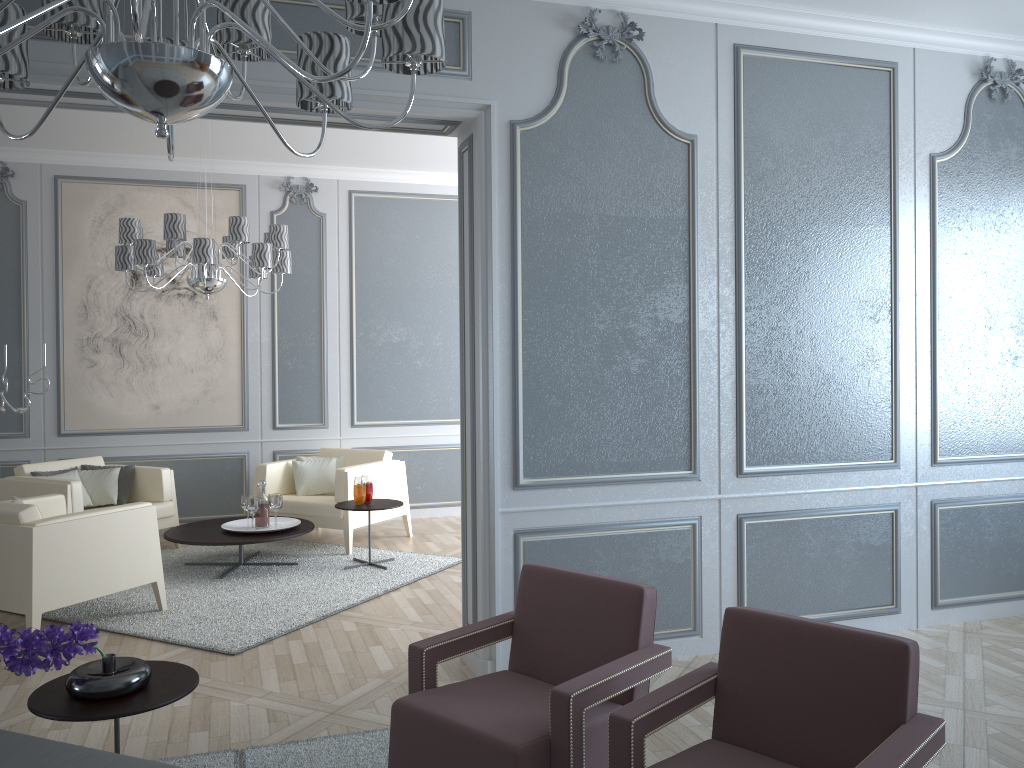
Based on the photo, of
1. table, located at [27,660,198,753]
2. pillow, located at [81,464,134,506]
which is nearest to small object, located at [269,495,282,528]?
pillow, located at [81,464,134,506]

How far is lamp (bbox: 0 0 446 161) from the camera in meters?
1.4

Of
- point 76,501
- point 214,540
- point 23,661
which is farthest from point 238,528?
point 23,661

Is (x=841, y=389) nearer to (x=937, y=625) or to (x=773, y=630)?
(x=937, y=625)

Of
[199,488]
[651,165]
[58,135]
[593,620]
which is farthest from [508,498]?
[58,135]

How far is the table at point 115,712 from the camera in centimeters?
218cm

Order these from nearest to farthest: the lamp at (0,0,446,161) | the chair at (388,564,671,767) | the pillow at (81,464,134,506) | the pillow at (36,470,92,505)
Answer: the lamp at (0,0,446,161) → the chair at (388,564,671,767) → the pillow at (36,470,92,505) → the pillow at (81,464,134,506)

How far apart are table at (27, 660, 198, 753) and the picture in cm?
425

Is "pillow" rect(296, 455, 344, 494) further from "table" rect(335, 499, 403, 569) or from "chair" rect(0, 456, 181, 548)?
"chair" rect(0, 456, 181, 548)

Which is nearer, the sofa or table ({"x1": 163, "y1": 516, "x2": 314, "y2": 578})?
the sofa
